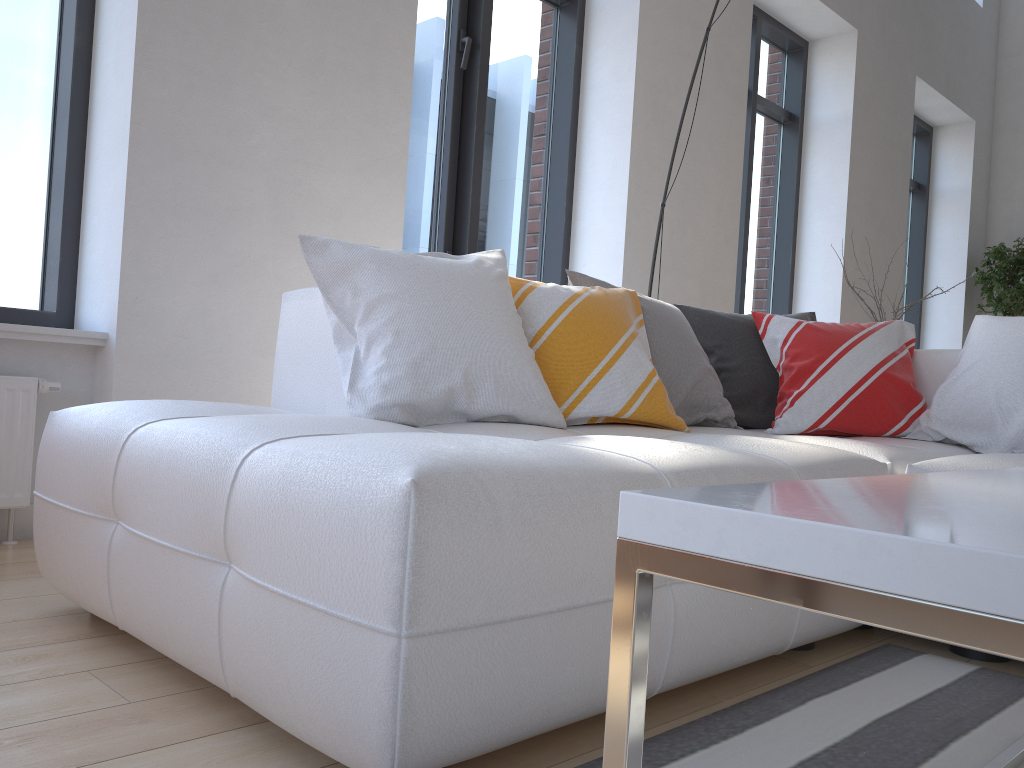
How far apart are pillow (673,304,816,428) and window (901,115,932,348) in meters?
5.1

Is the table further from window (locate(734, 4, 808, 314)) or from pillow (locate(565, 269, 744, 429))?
window (locate(734, 4, 808, 314))

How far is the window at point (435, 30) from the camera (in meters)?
3.91

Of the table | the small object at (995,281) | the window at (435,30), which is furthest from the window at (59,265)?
the small object at (995,281)

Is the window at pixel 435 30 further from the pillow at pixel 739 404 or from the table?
the table

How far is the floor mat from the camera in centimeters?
128cm

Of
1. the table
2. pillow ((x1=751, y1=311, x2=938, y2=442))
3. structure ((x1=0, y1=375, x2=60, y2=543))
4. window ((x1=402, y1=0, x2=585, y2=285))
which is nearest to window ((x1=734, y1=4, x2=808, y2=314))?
window ((x1=402, y1=0, x2=585, y2=285))

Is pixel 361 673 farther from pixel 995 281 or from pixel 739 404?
pixel 995 281

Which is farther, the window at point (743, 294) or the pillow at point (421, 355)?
the window at point (743, 294)

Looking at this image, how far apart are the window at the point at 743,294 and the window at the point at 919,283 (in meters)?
1.96
